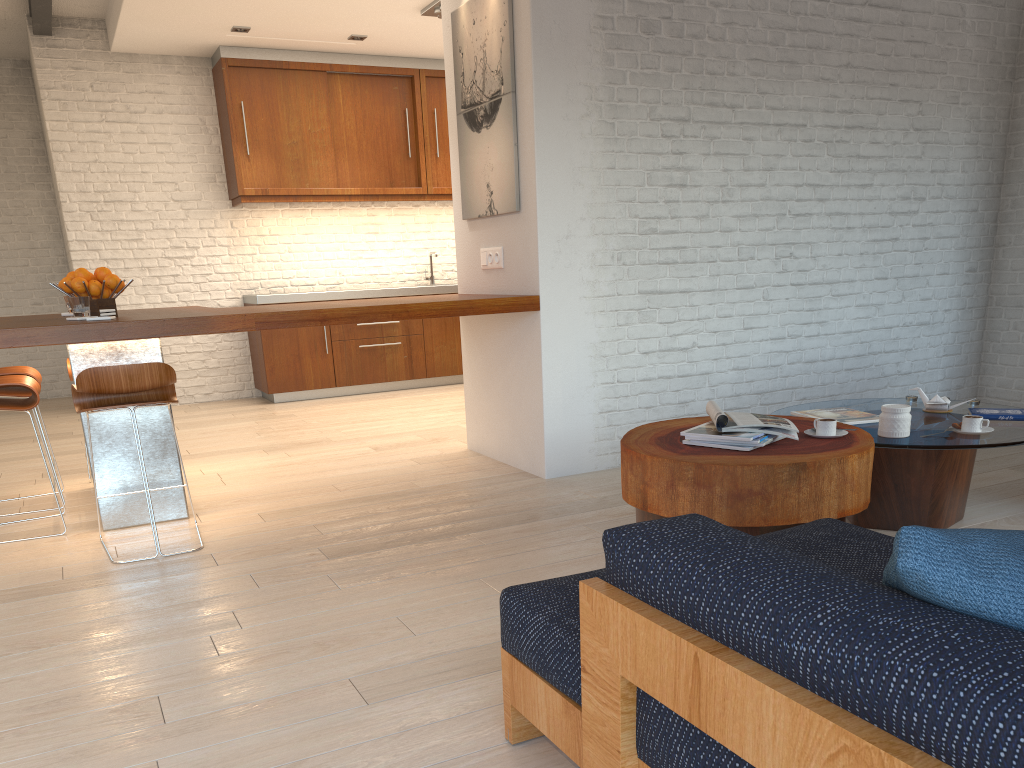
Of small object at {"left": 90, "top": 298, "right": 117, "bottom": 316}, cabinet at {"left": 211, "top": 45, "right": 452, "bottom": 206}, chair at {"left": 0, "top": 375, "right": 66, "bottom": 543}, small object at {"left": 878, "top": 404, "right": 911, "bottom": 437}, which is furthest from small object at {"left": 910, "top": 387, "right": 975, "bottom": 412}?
cabinet at {"left": 211, "top": 45, "right": 452, "bottom": 206}

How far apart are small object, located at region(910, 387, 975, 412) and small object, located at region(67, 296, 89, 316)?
3.6m

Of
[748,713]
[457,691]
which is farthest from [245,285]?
[748,713]

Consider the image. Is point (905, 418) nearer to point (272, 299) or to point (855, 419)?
point (855, 419)

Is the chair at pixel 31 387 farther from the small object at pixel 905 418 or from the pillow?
the pillow

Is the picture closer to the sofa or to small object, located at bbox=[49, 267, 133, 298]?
small object, located at bbox=[49, 267, 133, 298]

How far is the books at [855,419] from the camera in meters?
3.5

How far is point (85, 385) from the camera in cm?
334

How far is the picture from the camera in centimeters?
443cm

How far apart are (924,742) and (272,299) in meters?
7.2
